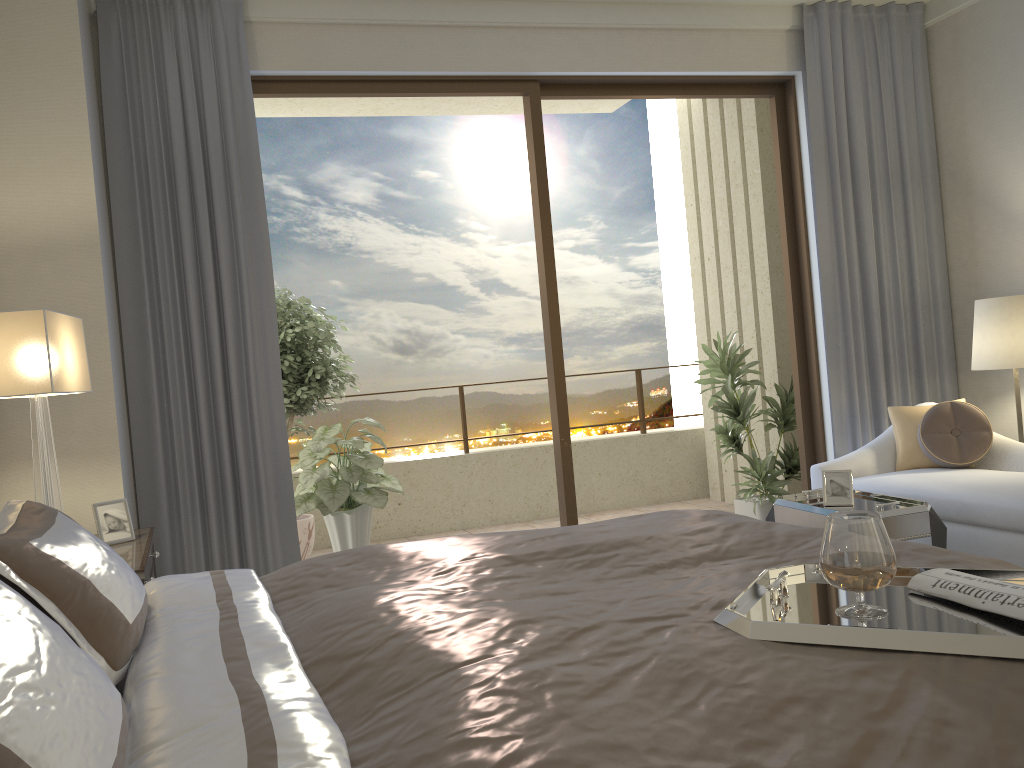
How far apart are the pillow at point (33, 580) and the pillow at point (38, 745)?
0.3m

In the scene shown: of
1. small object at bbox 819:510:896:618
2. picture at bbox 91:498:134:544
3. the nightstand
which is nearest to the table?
small object at bbox 819:510:896:618

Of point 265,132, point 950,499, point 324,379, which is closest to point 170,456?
point 324,379

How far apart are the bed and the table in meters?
1.3

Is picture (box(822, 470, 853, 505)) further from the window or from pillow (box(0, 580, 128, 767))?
pillow (box(0, 580, 128, 767))

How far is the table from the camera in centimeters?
342cm

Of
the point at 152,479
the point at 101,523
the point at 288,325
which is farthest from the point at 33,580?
the point at 288,325

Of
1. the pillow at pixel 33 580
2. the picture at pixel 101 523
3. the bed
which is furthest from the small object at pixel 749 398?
the pillow at pixel 33 580

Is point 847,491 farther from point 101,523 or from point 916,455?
point 101,523

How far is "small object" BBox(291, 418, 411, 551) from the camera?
4.9m
